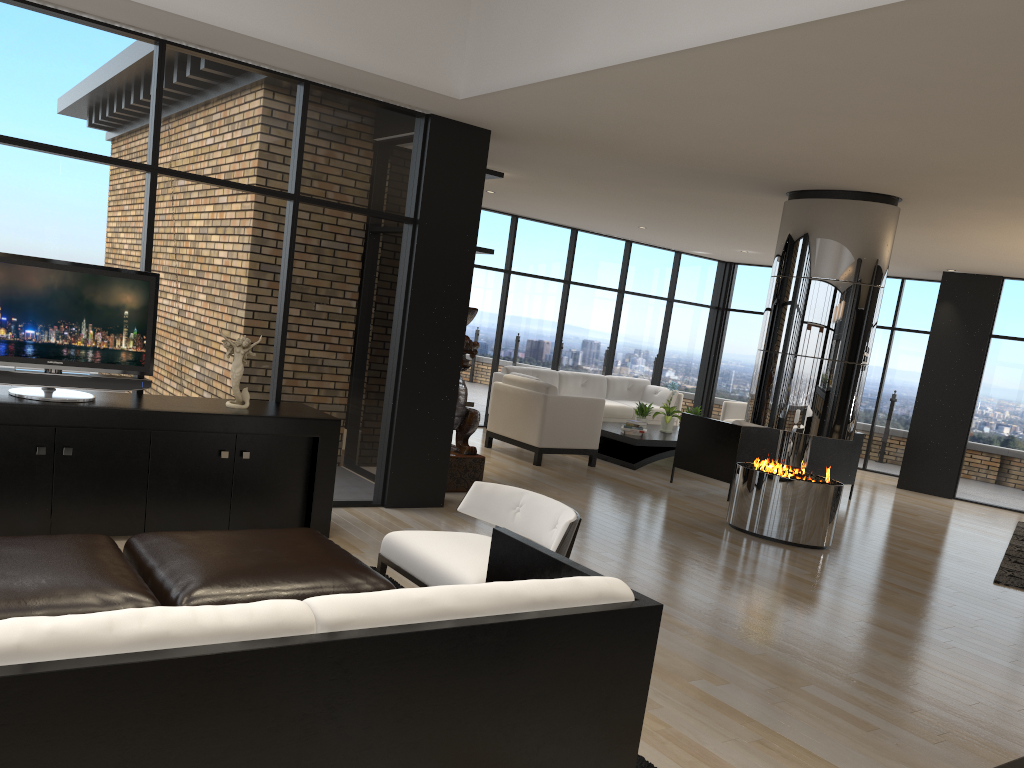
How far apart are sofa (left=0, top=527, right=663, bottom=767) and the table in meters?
6.7 m

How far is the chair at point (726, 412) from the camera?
12.0m

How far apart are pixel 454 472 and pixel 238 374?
2.5m

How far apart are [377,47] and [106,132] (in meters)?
1.64

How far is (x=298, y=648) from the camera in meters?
1.8

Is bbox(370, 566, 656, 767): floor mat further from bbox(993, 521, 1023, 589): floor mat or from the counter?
bbox(993, 521, 1023, 589): floor mat

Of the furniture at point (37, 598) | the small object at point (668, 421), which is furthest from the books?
the furniture at point (37, 598)

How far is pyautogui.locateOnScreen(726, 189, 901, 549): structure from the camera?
6.7 meters

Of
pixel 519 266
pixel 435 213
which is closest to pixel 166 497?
pixel 435 213

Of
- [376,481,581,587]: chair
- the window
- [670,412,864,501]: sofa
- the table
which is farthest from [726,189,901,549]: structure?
→ [376,481,581,587]: chair
